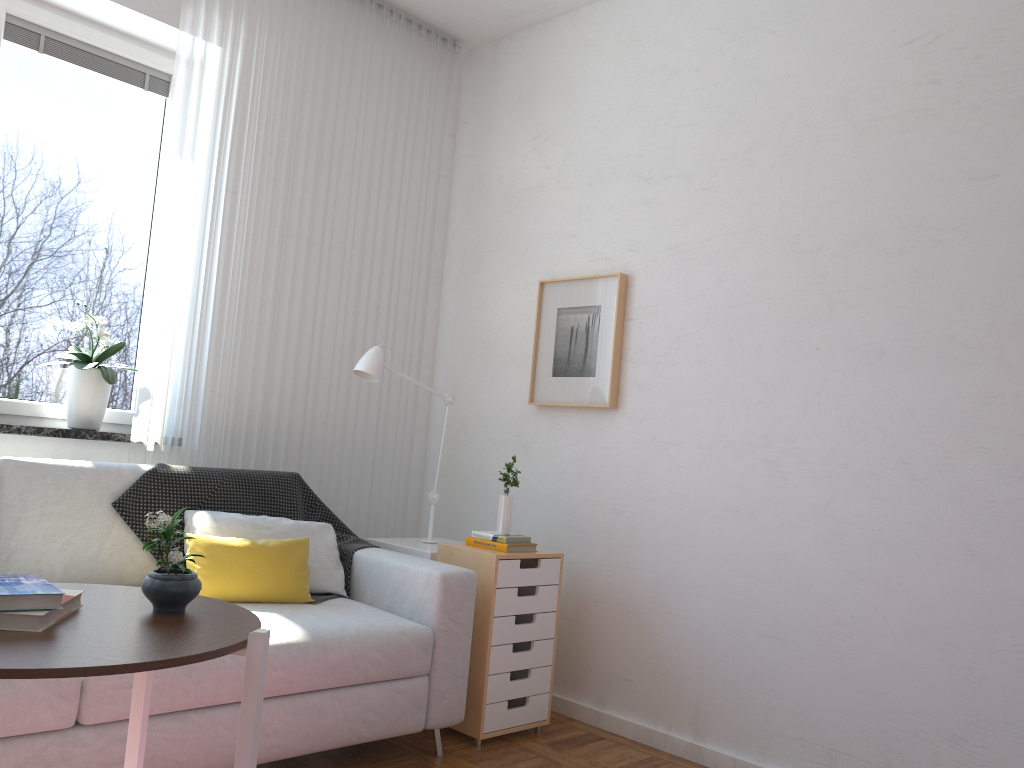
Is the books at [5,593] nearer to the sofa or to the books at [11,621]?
the books at [11,621]

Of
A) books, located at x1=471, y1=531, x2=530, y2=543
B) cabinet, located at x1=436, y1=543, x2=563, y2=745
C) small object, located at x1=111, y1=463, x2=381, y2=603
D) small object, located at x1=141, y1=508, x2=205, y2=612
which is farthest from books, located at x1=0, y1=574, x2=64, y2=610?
books, located at x1=471, y1=531, x2=530, y2=543

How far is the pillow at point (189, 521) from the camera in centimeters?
288cm

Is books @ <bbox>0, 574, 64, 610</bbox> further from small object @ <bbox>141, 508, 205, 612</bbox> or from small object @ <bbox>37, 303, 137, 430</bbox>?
small object @ <bbox>37, 303, 137, 430</bbox>

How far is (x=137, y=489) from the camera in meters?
2.8

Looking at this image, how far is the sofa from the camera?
2.01m

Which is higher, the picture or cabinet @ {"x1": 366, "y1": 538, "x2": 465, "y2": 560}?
the picture

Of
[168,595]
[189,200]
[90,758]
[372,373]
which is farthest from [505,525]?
[168,595]

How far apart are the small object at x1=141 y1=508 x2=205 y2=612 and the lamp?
1.8 meters

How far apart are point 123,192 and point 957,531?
3.1m
